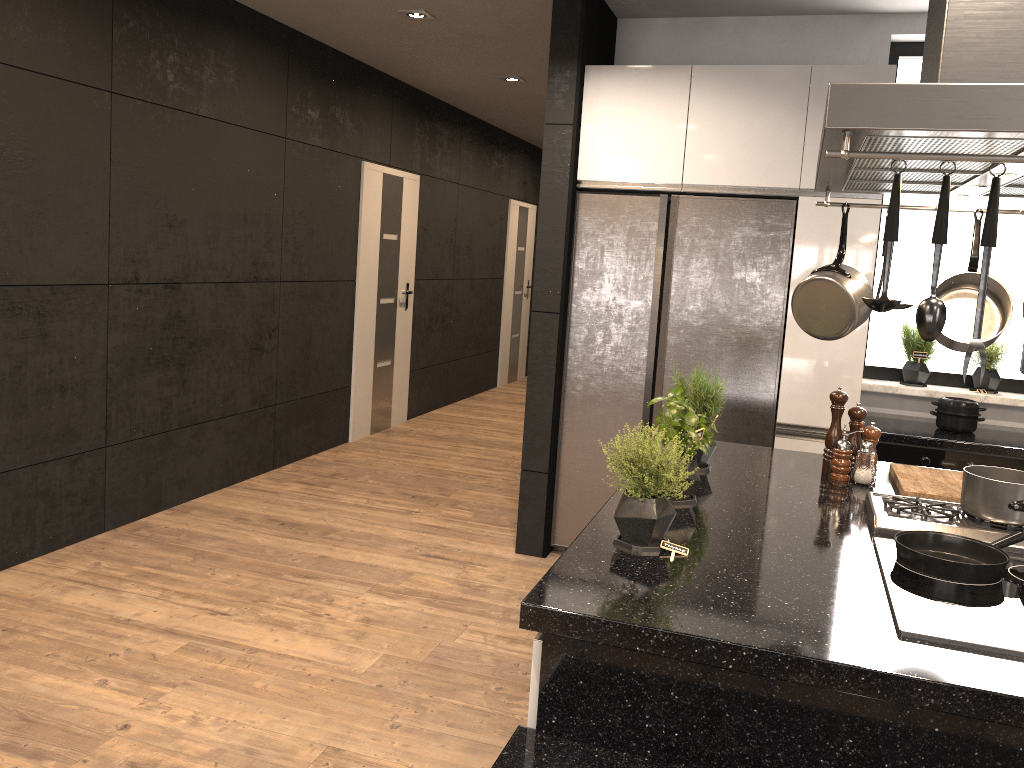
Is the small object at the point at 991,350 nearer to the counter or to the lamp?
the counter

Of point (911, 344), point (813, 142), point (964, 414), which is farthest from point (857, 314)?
point (911, 344)

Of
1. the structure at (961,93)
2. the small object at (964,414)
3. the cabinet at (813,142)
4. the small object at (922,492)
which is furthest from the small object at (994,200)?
the small object at (964,414)

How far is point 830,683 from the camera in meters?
1.5

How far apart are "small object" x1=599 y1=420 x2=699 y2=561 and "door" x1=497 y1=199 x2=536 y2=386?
7.7m

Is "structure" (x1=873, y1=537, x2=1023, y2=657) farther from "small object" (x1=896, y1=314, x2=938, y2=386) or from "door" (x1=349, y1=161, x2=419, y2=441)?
"door" (x1=349, y1=161, x2=419, y2=441)

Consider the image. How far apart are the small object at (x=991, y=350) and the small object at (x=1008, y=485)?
2.12m

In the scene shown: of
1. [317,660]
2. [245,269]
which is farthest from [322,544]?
[245,269]

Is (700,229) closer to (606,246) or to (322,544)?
(606,246)

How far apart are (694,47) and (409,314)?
3.51m
